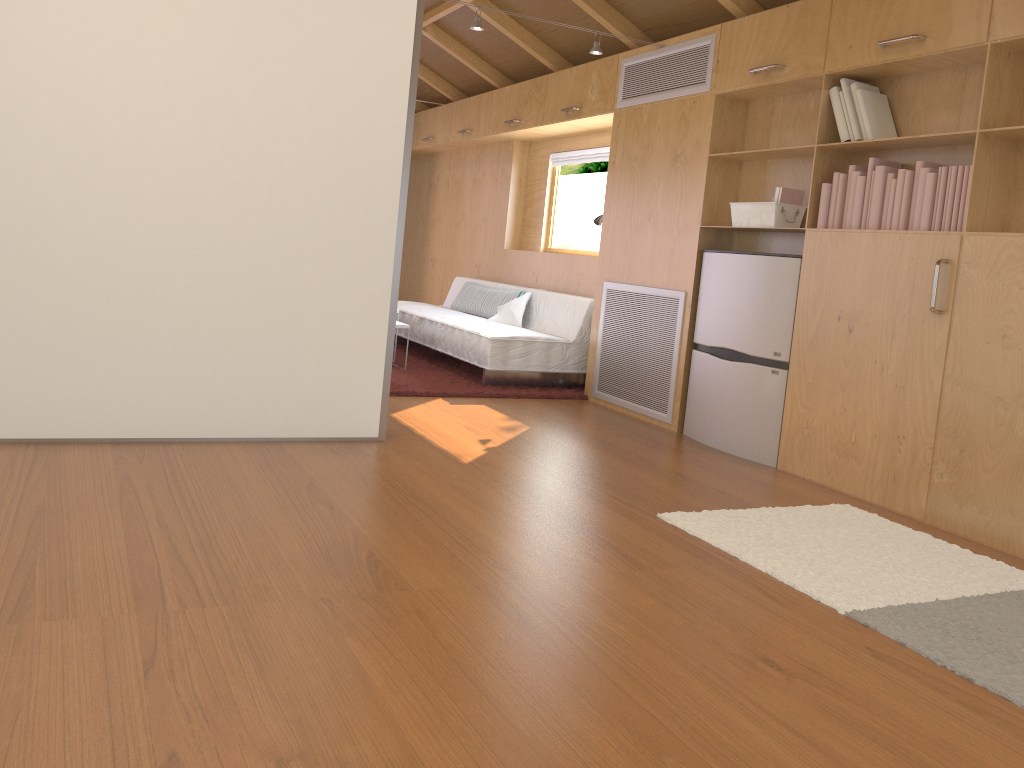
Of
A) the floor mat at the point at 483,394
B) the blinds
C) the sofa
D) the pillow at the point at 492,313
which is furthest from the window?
the floor mat at the point at 483,394

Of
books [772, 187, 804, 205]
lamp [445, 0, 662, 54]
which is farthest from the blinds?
books [772, 187, 804, 205]

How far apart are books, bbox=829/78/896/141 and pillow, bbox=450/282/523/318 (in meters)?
3.04

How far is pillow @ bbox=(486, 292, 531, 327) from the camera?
6.2 meters

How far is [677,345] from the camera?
4.77m

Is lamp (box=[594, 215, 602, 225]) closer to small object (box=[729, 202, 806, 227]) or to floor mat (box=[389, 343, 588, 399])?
floor mat (box=[389, 343, 588, 399])

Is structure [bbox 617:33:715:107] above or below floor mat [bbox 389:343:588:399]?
above

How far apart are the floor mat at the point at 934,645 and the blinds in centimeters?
345cm

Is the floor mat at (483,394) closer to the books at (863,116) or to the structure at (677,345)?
the structure at (677,345)

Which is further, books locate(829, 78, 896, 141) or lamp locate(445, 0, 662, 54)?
lamp locate(445, 0, 662, 54)
